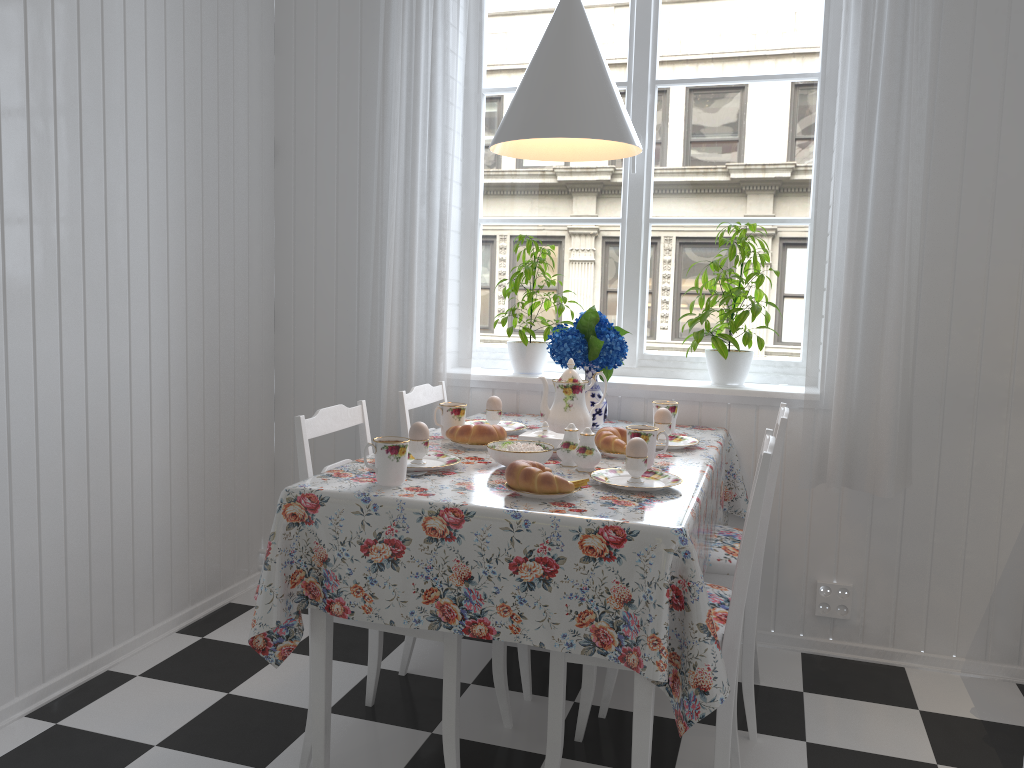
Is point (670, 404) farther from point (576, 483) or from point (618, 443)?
point (576, 483)

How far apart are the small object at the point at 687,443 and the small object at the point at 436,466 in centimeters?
67cm

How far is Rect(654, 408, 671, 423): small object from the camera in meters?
2.4

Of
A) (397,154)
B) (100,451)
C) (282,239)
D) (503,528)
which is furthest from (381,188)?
(503,528)

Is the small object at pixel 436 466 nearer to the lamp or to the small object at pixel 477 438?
the small object at pixel 477 438

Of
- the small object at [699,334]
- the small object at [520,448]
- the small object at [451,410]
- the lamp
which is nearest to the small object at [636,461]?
the small object at [520,448]

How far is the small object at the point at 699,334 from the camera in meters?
2.7 m

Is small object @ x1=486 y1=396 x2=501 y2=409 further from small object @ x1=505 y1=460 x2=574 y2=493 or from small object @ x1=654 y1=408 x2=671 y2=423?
small object @ x1=505 y1=460 x2=574 y2=493

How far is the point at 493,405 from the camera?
2.6 meters

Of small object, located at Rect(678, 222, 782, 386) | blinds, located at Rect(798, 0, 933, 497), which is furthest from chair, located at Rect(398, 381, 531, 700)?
blinds, located at Rect(798, 0, 933, 497)
